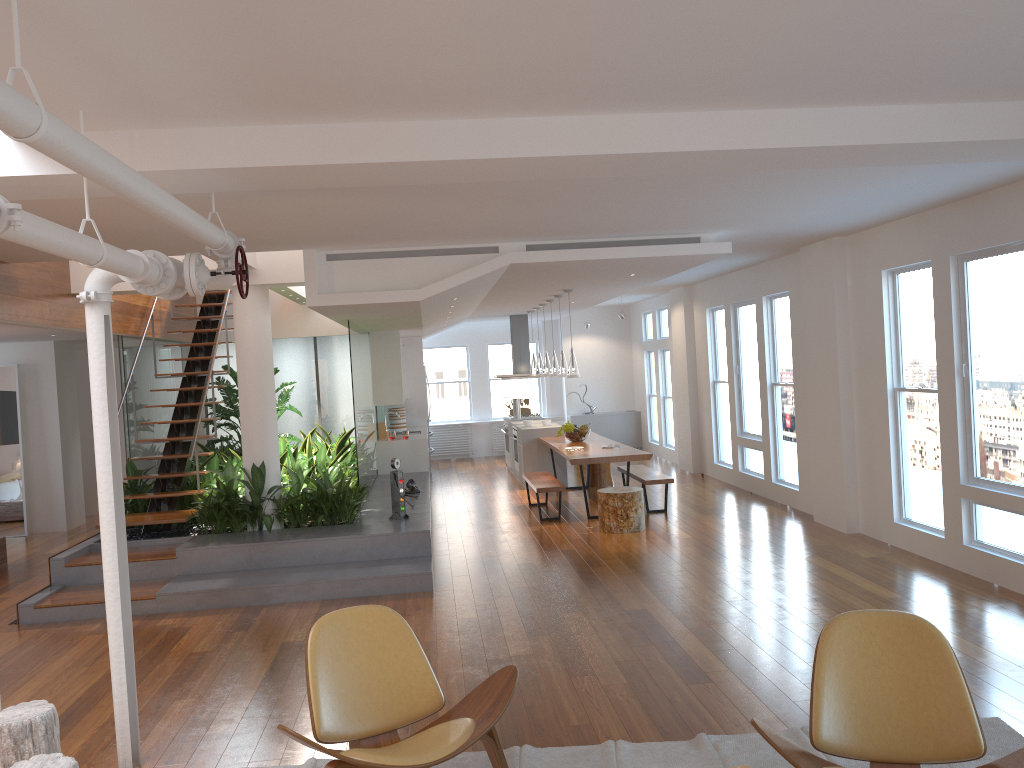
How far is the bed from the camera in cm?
893

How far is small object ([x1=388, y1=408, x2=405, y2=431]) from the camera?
13.45m

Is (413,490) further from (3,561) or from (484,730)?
(484,730)

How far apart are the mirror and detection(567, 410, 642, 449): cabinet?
8.9m

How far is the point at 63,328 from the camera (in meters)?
7.76

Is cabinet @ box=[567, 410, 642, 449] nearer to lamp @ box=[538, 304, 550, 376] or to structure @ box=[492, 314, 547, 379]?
structure @ box=[492, 314, 547, 379]

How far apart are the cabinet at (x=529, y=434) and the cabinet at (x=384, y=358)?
1.3 meters

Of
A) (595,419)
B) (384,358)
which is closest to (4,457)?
(384,358)

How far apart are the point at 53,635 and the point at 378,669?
3.81m

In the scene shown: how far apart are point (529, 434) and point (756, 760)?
8.5 meters
